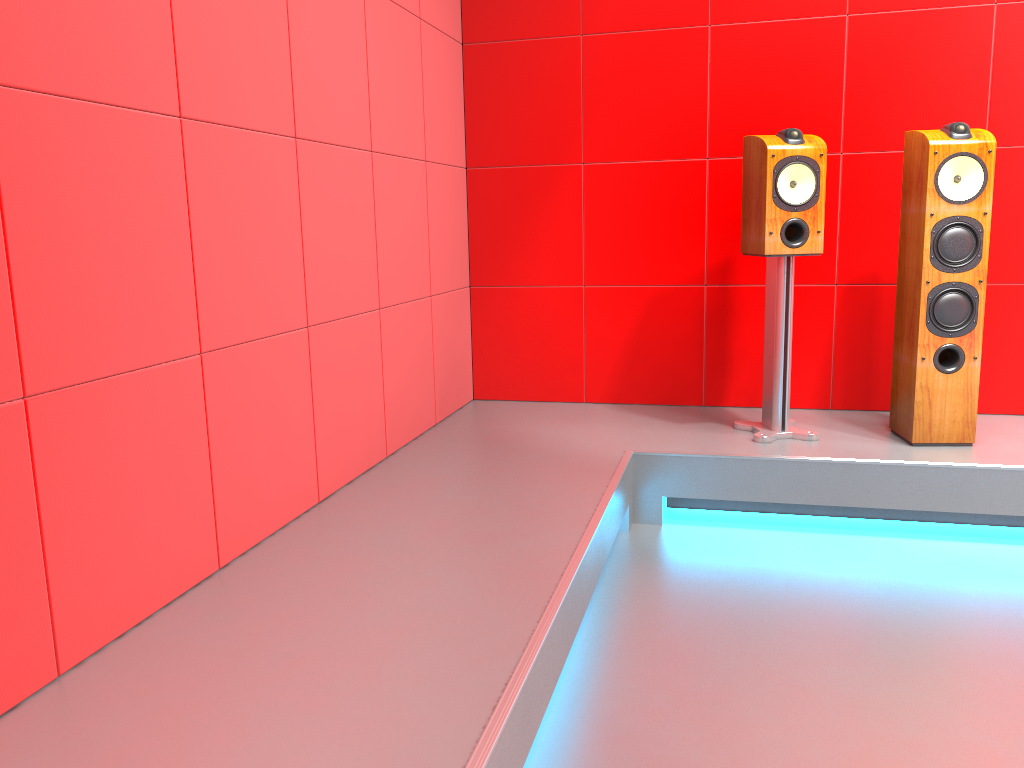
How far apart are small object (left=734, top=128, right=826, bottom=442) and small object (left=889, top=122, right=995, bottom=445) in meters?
0.3 m

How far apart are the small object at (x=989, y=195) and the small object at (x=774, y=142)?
0.29m

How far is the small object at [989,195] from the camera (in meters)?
2.81

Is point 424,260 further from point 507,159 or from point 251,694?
point 251,694

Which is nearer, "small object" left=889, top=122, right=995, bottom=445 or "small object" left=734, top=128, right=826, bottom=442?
"small object" left=889, top=122, right=995, bottom=445

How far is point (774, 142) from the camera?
2.9m

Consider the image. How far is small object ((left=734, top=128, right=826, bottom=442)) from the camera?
2.9m

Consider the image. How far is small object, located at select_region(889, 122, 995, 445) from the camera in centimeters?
281cm
